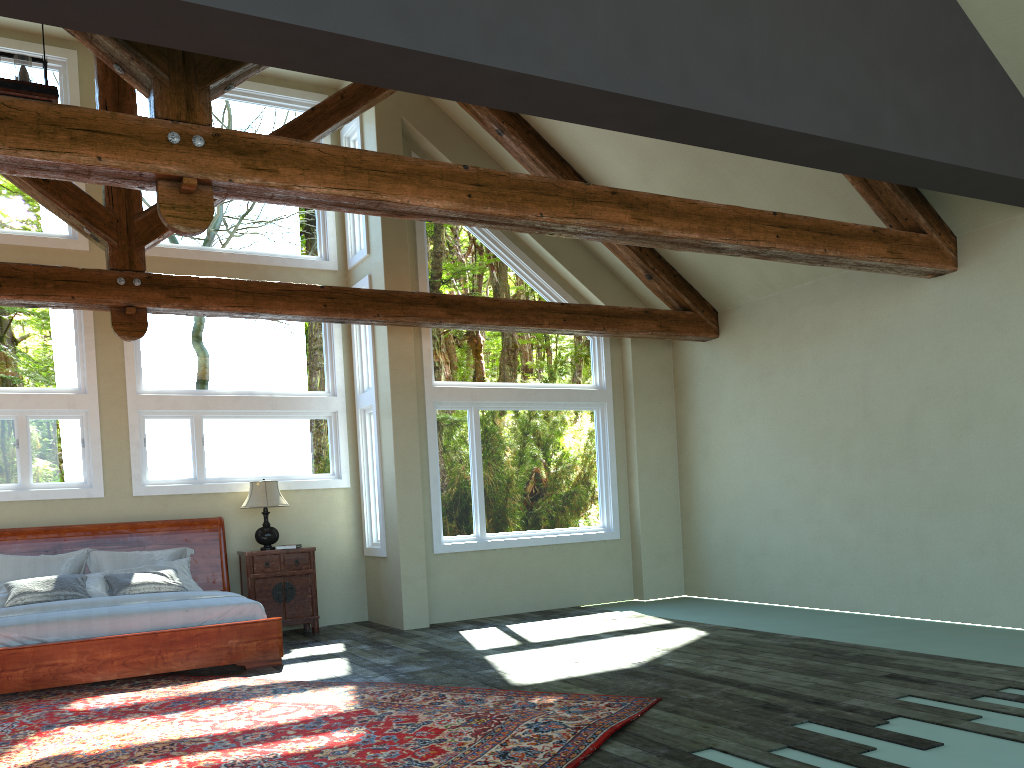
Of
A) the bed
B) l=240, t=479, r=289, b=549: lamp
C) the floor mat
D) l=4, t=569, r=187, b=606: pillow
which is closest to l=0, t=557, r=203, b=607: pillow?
l=4, t=569, r=187, b=606: pillow

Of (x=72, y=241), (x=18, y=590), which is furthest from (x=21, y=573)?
(x=72, y=241)

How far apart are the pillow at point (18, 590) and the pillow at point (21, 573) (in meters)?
0.37

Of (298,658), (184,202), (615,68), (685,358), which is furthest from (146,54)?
(685,358)

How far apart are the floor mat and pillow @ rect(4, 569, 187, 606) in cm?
114

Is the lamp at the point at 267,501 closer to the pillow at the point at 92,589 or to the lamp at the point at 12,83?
the pillow at the point at 92,589

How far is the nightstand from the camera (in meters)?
9.15

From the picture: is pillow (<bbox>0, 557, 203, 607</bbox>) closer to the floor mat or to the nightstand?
the nightstand

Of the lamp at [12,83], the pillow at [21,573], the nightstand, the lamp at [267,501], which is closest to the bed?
the pillow at [21,573]

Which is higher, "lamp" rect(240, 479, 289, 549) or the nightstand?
"lamp" rect(240, 479, 289, 549)
